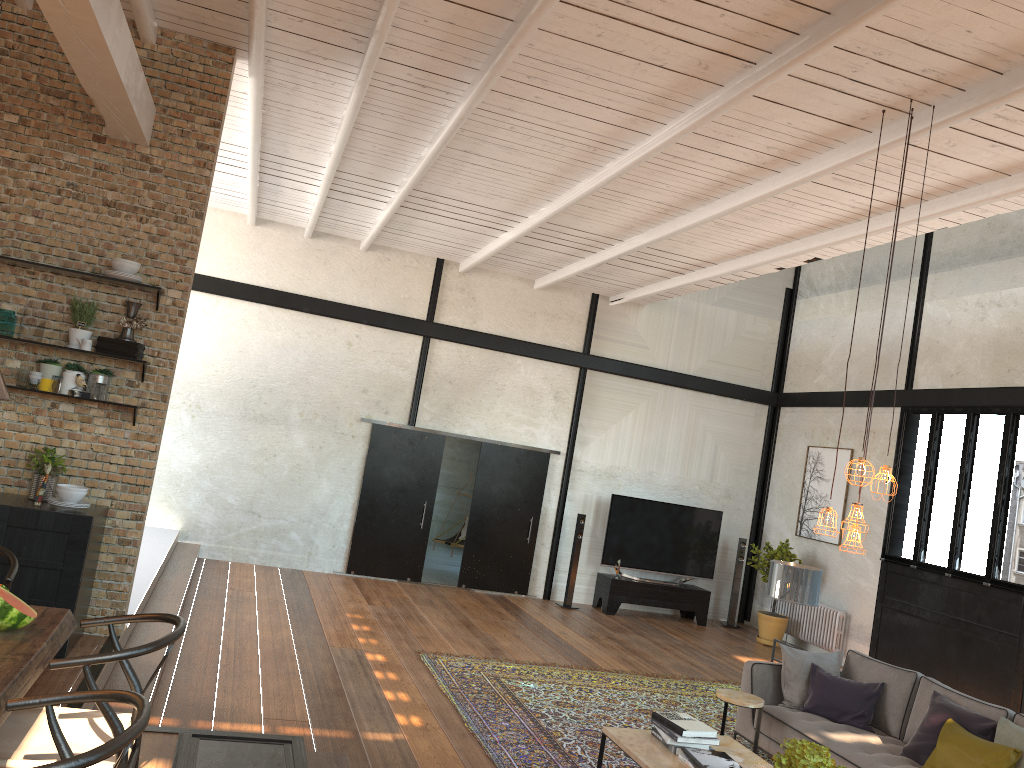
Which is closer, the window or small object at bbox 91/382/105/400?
small object at bbox 91/382/105/400

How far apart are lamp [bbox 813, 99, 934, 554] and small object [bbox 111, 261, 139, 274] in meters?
4.5

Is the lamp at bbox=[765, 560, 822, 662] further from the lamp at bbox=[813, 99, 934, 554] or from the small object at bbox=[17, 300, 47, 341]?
the small object at bbox=[17, 300, 47, 341]

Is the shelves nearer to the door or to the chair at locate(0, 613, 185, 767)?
the chair at locate(0, 613, 185, 767)

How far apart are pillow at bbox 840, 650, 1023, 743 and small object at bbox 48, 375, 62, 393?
6.1 meters

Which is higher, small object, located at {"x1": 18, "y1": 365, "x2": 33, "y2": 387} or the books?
small object, located at {"x1": 18, "y1": 365, "x2": 33, "y2": 387}

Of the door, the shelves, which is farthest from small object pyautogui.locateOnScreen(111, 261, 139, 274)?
the door

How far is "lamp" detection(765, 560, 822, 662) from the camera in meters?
7.3 m

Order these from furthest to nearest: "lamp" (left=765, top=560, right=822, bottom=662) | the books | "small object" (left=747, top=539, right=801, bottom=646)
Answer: "small object" (left=747, top=539, right=801, bottom=646), "lamp" (left=765, top=560, right=822, bottom=662), the books

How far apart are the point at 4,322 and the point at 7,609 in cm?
313
